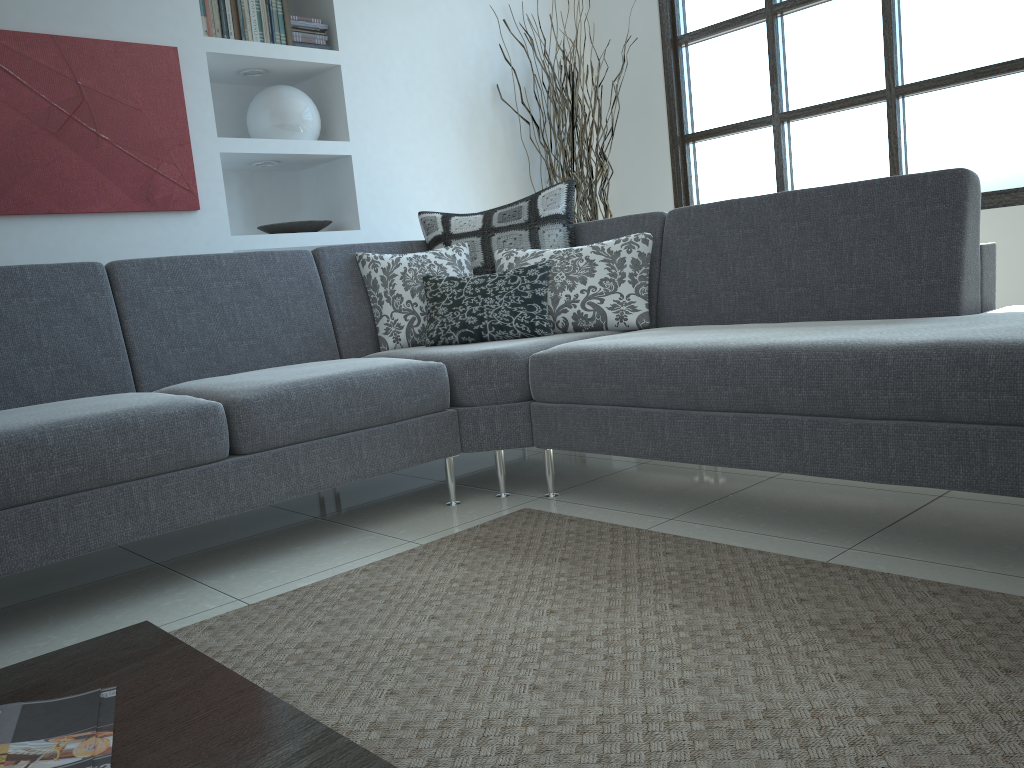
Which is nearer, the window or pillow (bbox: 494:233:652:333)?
pillow (bbox: 494:233:652:333)

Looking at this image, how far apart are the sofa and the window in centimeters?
146cm

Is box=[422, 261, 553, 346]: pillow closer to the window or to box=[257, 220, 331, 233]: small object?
box=[257, 220, 331, 233]: small object

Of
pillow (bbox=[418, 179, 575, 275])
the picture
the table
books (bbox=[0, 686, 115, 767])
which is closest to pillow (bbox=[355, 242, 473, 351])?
pillow (bbox=[418, 179, 575, 275])

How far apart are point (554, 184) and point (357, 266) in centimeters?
208cm

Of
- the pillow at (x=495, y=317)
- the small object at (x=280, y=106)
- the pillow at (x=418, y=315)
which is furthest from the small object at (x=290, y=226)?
the pillow at (x=495, y=317)

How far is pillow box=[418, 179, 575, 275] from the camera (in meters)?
3.37

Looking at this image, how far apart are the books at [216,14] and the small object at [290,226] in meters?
0.8

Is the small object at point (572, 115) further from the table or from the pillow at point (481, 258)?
the table

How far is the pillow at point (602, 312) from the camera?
3.1m
